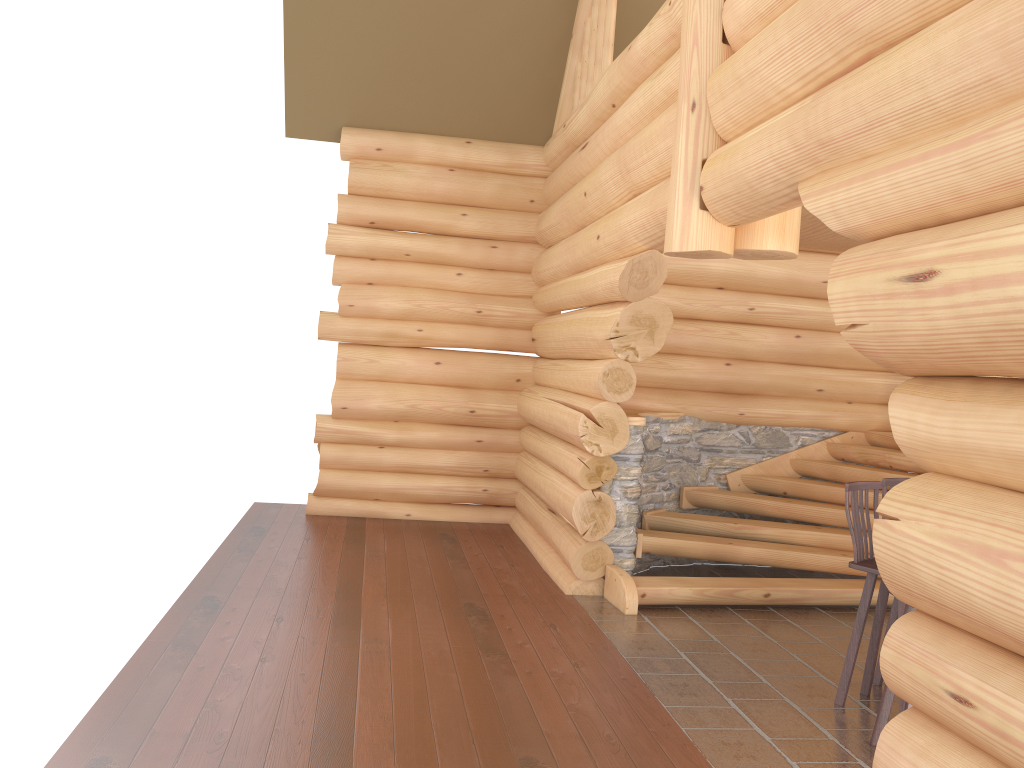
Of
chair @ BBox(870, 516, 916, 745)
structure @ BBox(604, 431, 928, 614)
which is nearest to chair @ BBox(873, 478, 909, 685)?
chair @ BBox(870, 516, 916, 745)

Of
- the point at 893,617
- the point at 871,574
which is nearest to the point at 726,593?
the point at 893,617

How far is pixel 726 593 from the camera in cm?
715

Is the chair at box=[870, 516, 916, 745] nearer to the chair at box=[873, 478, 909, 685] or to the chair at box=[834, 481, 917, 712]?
the chair at box=[834, 481, 917, 712]

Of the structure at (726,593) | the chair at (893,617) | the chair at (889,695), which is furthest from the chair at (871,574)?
the structure at (726,593)

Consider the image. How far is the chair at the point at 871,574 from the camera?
5.20m

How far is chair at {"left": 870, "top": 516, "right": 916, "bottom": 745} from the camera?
4.7 meters

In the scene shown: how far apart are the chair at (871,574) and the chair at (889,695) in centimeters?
37cm

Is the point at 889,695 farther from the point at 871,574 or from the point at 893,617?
the point at 893,617

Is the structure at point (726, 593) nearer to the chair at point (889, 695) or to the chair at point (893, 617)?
the chair at point (893, 617)
